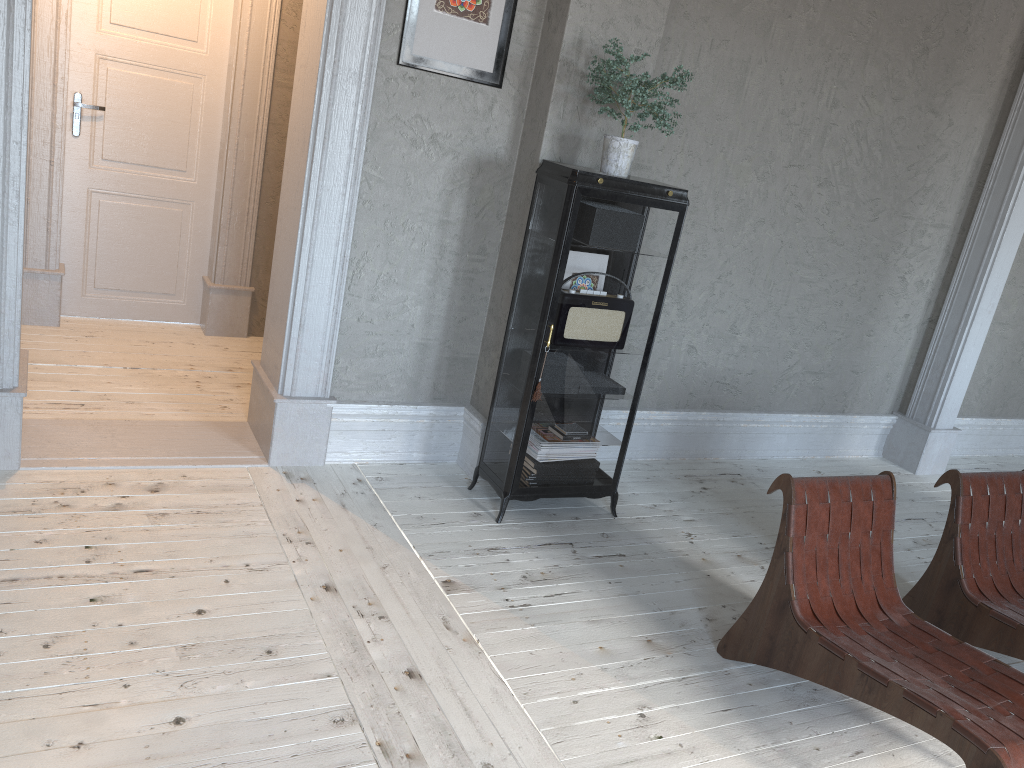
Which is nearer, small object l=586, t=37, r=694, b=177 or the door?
small object l=586, t=37, r=694, b=177

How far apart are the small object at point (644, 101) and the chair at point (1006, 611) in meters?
1.6

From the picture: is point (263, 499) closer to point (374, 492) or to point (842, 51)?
point (374, 492)

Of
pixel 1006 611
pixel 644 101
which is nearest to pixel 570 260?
pixel 644 101

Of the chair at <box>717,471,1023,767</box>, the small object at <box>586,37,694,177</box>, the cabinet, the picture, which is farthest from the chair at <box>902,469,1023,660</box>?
the picture

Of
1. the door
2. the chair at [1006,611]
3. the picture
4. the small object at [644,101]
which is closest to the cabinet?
the small object at [644,101]

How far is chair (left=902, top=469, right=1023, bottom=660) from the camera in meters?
3.1

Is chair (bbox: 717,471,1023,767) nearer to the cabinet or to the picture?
the cabinet

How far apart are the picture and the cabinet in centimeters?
46cm

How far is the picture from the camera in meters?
3.5 m
